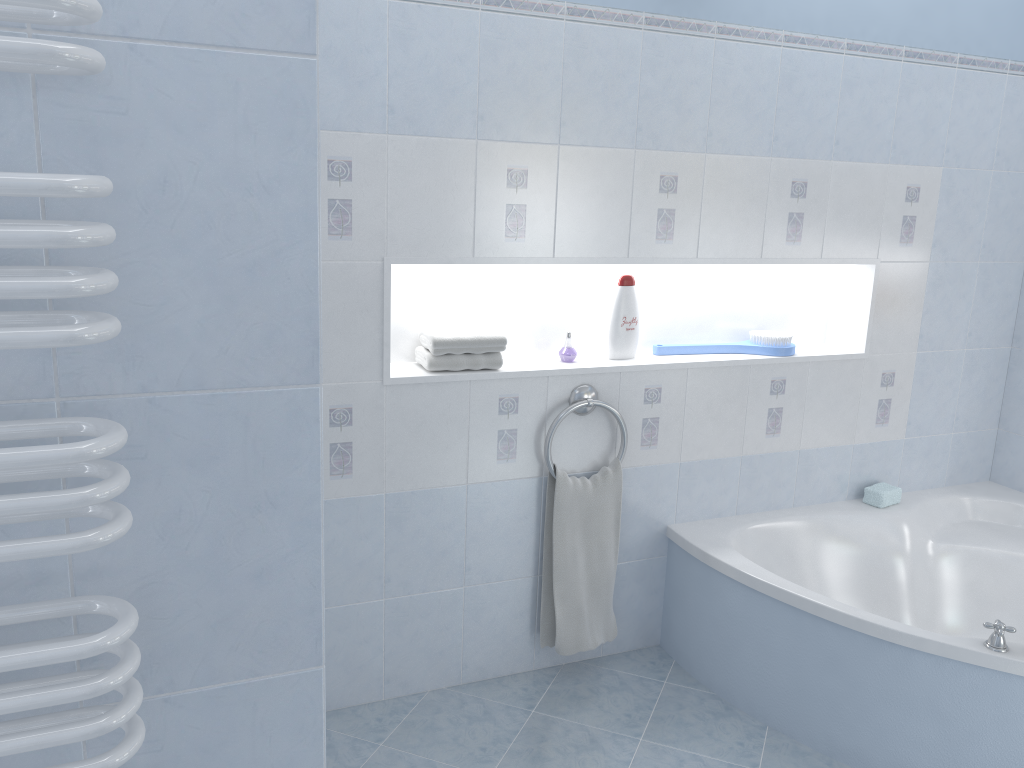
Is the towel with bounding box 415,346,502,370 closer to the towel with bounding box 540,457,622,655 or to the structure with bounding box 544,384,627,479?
the structure with bounding box 544,384,627,479

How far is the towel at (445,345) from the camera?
2.6 meters

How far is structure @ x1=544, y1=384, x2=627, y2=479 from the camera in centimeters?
269cm

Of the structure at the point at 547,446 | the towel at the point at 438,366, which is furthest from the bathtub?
the towel at the point at 438,366

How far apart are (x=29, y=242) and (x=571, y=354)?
2.17m

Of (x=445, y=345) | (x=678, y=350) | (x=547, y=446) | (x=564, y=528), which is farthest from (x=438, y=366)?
(x=678, y=350)

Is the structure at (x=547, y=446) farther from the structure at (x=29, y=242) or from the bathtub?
the structure at (x=29, y=242)

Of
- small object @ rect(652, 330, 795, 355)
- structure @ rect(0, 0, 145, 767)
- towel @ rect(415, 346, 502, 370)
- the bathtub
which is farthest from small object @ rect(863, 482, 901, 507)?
structure @ rect(0, 0, 145, 767)

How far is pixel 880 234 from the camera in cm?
310

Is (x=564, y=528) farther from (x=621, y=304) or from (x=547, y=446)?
(x=621, y=304)
